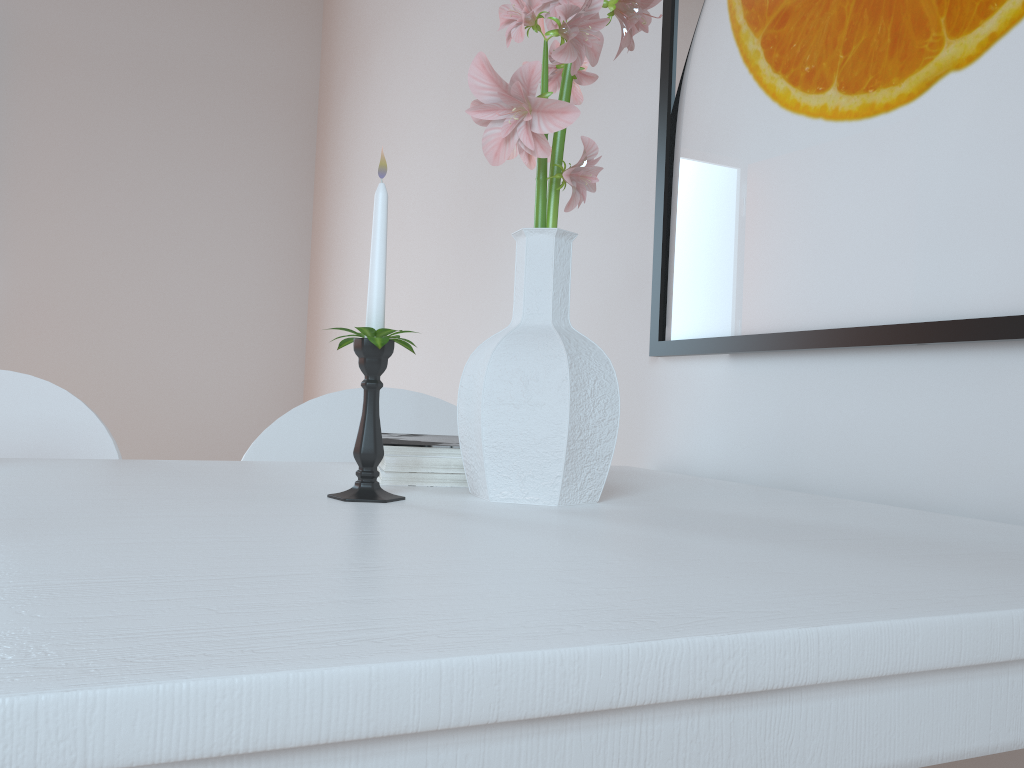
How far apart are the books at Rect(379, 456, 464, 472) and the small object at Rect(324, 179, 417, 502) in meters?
0.1 m

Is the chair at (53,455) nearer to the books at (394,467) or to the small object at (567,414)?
the books at (394,467)

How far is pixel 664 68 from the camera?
1.3 meters

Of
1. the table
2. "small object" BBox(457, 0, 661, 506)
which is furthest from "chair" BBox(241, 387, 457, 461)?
"small object" BBox(457, 0, 661, 506)

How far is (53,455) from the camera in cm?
108

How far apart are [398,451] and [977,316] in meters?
0.6

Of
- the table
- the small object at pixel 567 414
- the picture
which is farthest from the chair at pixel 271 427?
the small object at pixel 567 414

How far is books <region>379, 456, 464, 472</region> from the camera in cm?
85

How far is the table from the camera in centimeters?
27cm

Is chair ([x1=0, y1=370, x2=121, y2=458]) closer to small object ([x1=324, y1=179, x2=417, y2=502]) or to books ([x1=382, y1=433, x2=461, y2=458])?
books ([x1=382, y1=433, x2=461, y2=458])
